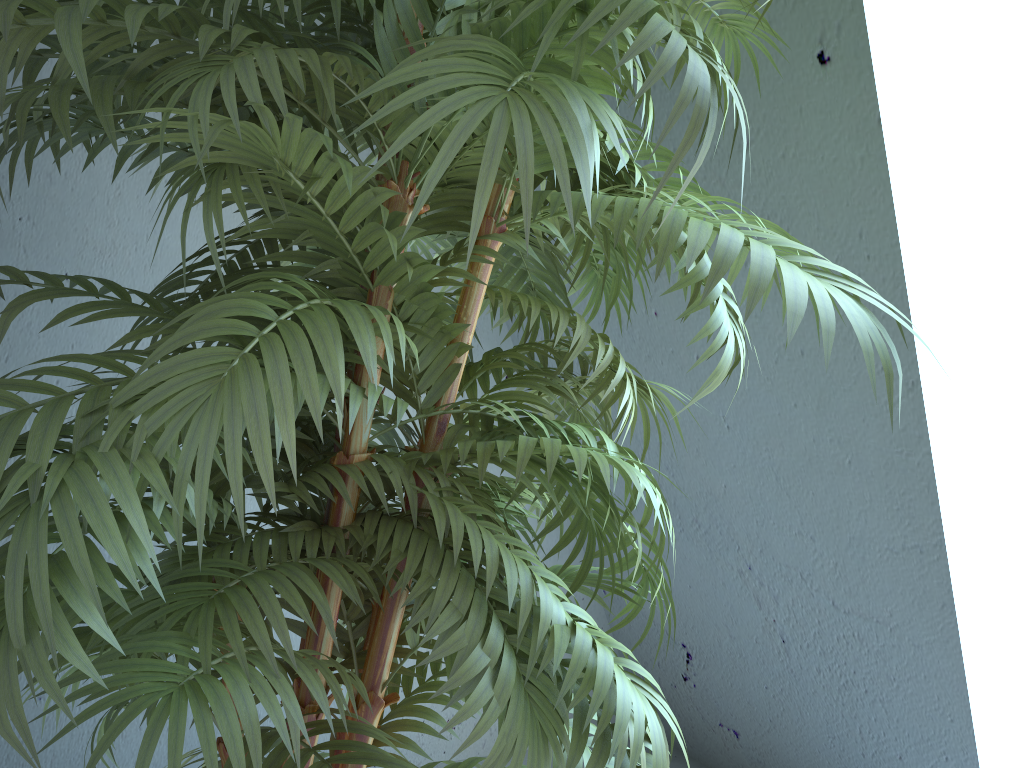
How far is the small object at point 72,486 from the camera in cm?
55

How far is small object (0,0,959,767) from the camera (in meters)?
0.55

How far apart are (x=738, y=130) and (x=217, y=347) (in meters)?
1.16
